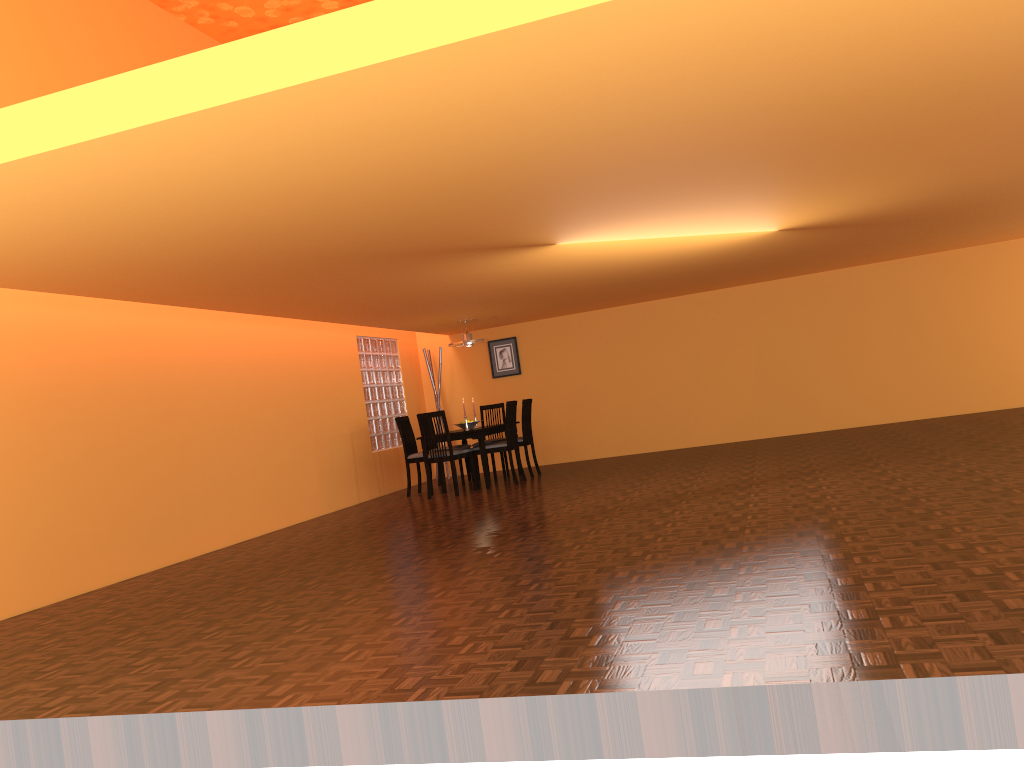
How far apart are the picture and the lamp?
1.30m

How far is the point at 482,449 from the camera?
8.42m

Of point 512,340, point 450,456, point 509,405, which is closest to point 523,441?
point 509,405

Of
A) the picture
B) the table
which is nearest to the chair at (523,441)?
the table

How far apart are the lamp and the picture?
1.3m

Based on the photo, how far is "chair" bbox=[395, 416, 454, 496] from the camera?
8.8 meters

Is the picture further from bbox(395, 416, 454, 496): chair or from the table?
bbox(395, 416, 454, 496): chair

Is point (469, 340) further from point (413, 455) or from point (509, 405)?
point (413, 455)

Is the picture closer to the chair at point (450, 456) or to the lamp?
the lamp

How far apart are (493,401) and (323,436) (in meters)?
2.80
